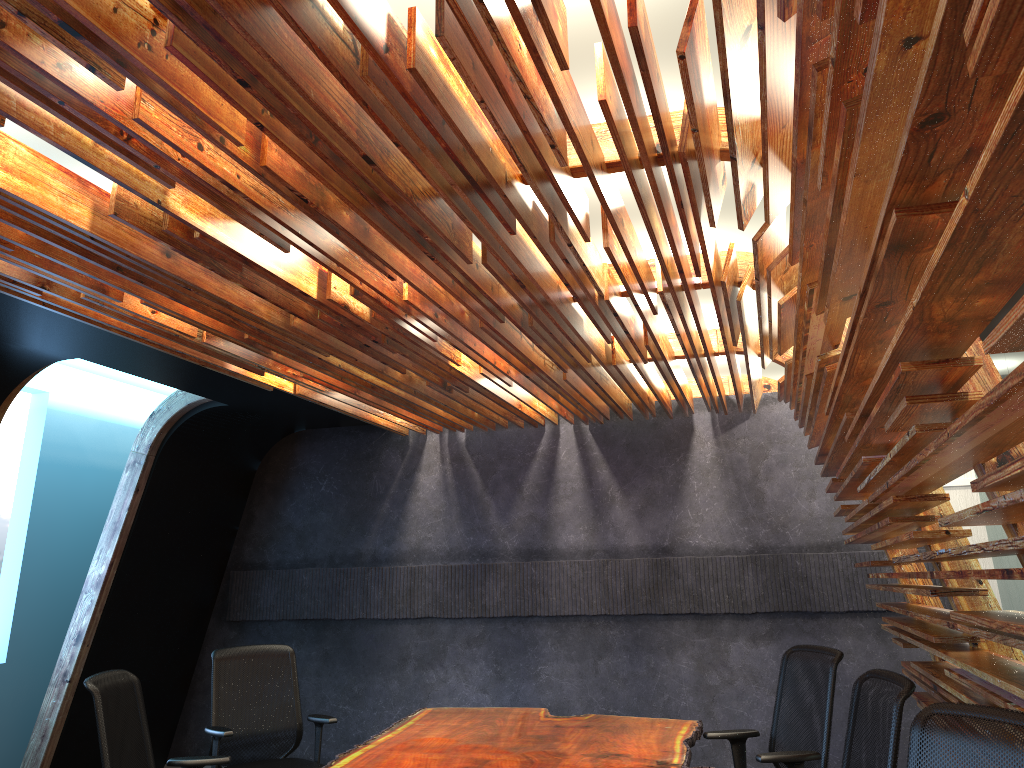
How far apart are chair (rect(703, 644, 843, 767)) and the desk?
0.0m

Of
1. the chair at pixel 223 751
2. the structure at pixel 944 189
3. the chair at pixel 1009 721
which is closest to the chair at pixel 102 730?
the chair at pixel 223 751

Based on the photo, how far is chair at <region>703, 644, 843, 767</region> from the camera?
4.2m

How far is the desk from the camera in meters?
4.2

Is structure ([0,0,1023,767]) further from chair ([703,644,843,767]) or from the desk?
the desk

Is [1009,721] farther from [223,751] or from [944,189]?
[223,751]

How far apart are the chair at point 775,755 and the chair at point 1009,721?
1.7 meters

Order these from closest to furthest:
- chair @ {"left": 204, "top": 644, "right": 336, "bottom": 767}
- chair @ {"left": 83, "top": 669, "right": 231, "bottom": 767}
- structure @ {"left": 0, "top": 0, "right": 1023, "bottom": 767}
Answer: structure @ {"left": 0, "top": 0, "right": 1023, "bottom": 767}
chair @ {"left": 83, "top": 669, "right": 231, "bottom": 767}
chair @ {"left": 204, "top": 644, "right": 336, "bottom": 767}

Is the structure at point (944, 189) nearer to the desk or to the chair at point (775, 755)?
the chair at point (775, 755)

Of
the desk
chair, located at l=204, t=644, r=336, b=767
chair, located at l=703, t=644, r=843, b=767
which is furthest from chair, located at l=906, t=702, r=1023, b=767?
chair, located at l=204, t=644, r=336, b=767
